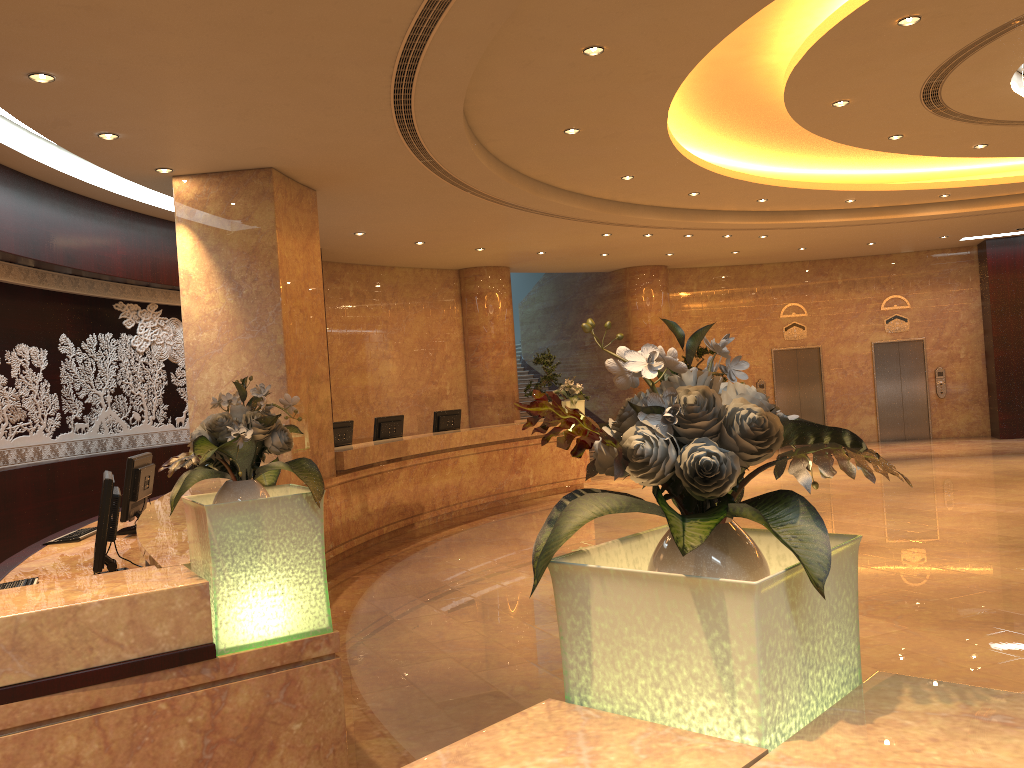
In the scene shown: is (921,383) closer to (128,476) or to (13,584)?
(128,476)

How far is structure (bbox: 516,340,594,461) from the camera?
20.4m

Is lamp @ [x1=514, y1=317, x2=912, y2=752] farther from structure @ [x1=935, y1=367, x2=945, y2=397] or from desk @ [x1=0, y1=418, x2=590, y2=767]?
structure @ [x1=935, y1=367, x2=945, y2=397]

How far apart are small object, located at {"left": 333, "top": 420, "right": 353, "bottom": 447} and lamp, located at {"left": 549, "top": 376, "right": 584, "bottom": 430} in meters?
4.2

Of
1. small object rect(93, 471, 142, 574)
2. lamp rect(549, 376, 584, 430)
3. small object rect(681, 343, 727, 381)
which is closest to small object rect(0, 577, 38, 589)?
small object rect(93, 471, 142, 574)

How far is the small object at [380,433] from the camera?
11.6m

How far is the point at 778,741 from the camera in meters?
1.4 m

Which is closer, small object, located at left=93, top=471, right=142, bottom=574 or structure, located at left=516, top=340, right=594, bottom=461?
small object, located at left=93, top=471, right=142, bottom=574

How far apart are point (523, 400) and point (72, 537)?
15.3m

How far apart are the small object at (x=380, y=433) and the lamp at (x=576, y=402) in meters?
3.1
